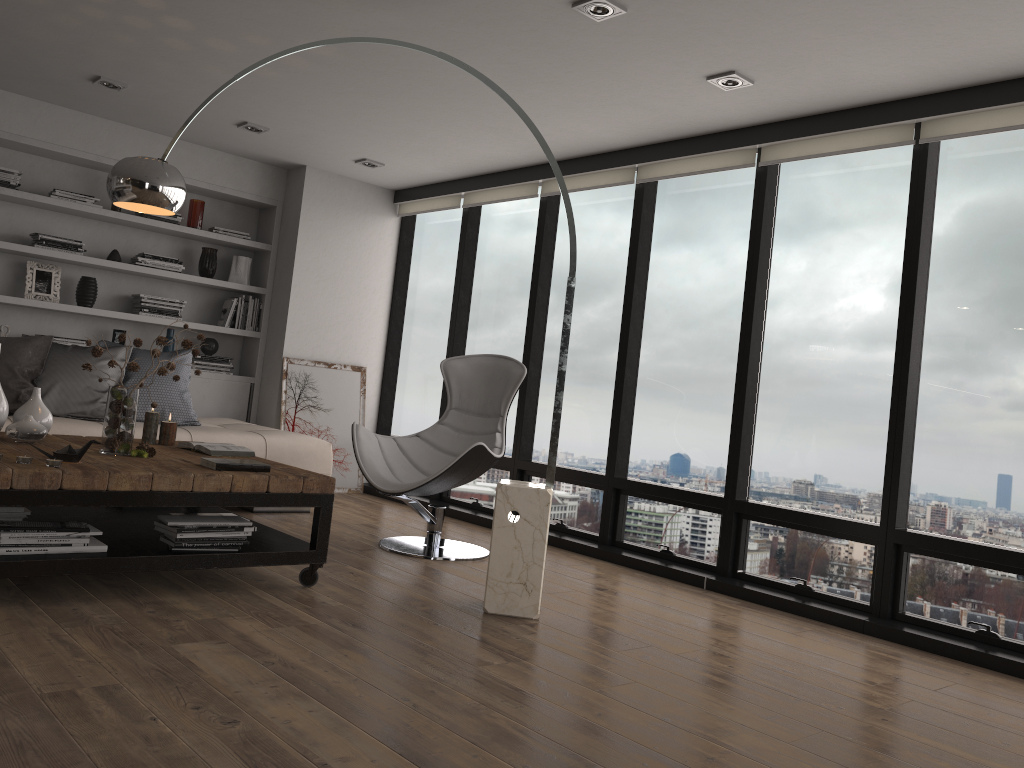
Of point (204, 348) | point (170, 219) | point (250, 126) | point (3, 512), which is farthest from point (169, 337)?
point (3, 512)

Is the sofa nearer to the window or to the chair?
the chair

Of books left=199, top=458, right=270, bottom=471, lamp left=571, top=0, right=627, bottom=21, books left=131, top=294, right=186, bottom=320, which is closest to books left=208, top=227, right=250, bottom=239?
books left=131, top=294, right=186, bottom=320

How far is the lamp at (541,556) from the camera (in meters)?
3.54

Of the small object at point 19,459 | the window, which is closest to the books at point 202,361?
the window

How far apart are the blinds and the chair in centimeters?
127cm

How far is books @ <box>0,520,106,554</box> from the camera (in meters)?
2.98

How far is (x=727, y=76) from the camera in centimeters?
400cm

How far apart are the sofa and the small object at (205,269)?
1.15m

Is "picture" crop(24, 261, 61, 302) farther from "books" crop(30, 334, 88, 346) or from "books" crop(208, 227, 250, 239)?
"books" crop(208, 227, 250, 239)
